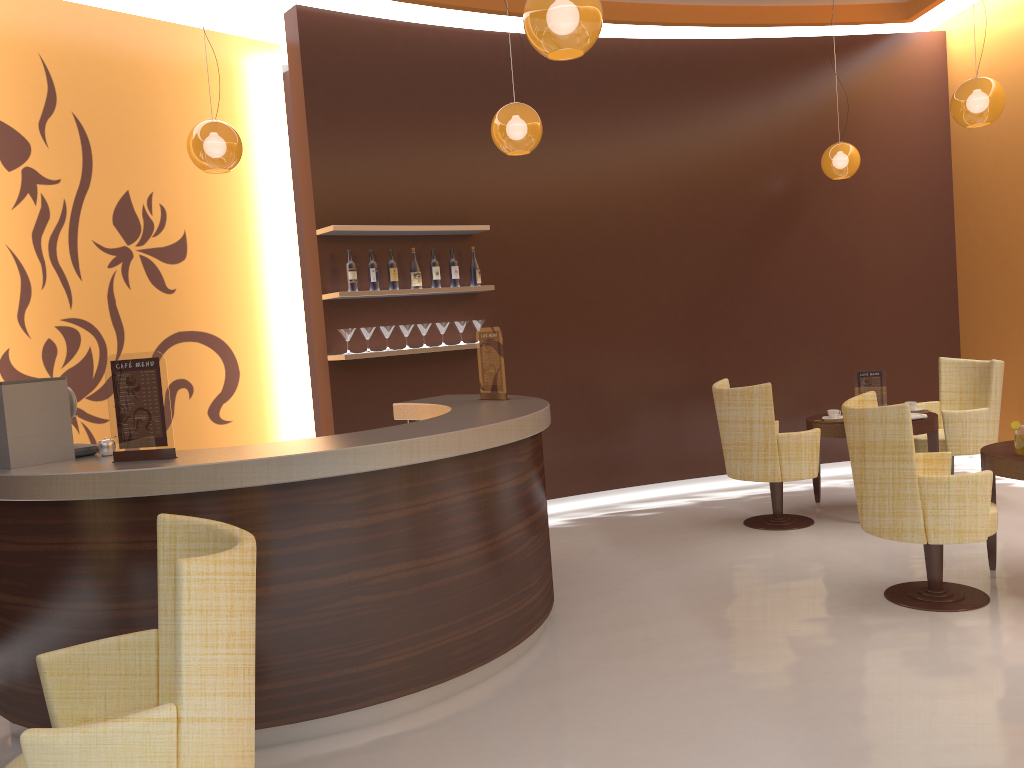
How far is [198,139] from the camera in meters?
4.8

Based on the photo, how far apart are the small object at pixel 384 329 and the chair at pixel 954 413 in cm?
394

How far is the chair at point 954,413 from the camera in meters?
6.3 m

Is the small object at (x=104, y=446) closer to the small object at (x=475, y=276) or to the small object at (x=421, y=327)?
the small object at (x=421, y=327)

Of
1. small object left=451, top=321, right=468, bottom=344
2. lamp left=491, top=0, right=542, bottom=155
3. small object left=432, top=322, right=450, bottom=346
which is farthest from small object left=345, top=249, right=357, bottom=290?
lamp left=491, top=0, right=542, bottom=155

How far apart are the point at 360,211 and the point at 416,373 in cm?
124

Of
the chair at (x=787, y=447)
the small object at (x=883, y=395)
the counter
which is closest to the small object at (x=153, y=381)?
the counter

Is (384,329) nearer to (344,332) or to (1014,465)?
(344,332)

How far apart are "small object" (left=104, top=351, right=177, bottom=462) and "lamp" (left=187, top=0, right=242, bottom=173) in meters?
1.8 m

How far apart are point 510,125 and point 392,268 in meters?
1.7 m
